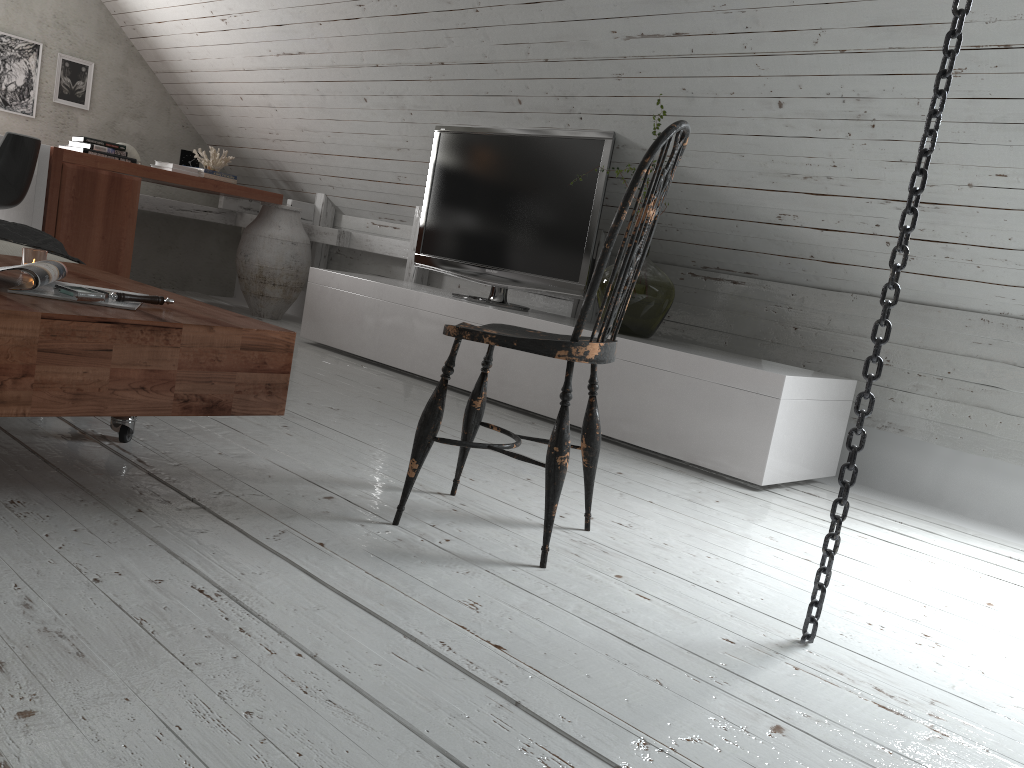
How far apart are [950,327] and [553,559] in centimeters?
214cm

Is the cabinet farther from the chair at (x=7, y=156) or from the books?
the books

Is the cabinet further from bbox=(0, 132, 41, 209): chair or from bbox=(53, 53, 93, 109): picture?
bbox=(53, 53, 93, 109): picture

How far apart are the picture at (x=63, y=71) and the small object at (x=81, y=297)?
4.4 meters

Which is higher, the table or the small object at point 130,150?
the small object at point 130,150

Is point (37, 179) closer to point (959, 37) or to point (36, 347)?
point (36, 347)

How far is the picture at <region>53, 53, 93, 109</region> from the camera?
5.40m

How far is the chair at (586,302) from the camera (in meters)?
1.73

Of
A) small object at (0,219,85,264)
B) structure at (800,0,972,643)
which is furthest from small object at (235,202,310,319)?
structure at (800,0,972,643)

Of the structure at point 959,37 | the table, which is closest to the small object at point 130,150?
the table
